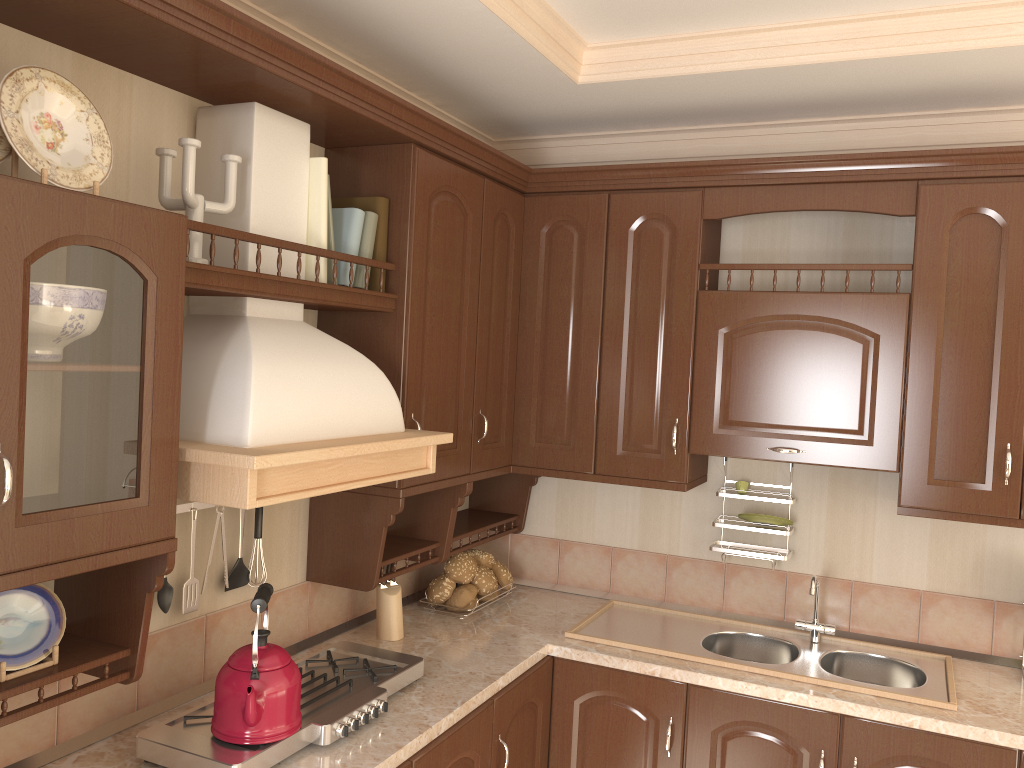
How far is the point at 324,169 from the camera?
2.13m

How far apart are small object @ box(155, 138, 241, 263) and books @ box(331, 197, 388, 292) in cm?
51

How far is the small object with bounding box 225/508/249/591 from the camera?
2.2 meters

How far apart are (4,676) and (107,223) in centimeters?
78cm

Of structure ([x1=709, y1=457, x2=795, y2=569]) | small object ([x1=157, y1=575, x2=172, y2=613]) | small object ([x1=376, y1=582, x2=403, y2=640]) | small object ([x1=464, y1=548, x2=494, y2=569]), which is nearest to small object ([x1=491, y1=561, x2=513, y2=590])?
small object ([x1=464, y1=548, x2=494, y2=569])

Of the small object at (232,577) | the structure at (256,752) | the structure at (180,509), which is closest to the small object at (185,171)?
the structure at (180,509)

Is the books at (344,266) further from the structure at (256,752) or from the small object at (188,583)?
the structure at (256,752)

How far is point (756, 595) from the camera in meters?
3.0

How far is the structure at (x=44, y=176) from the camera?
1.4m

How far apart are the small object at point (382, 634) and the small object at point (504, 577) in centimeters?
52cm
